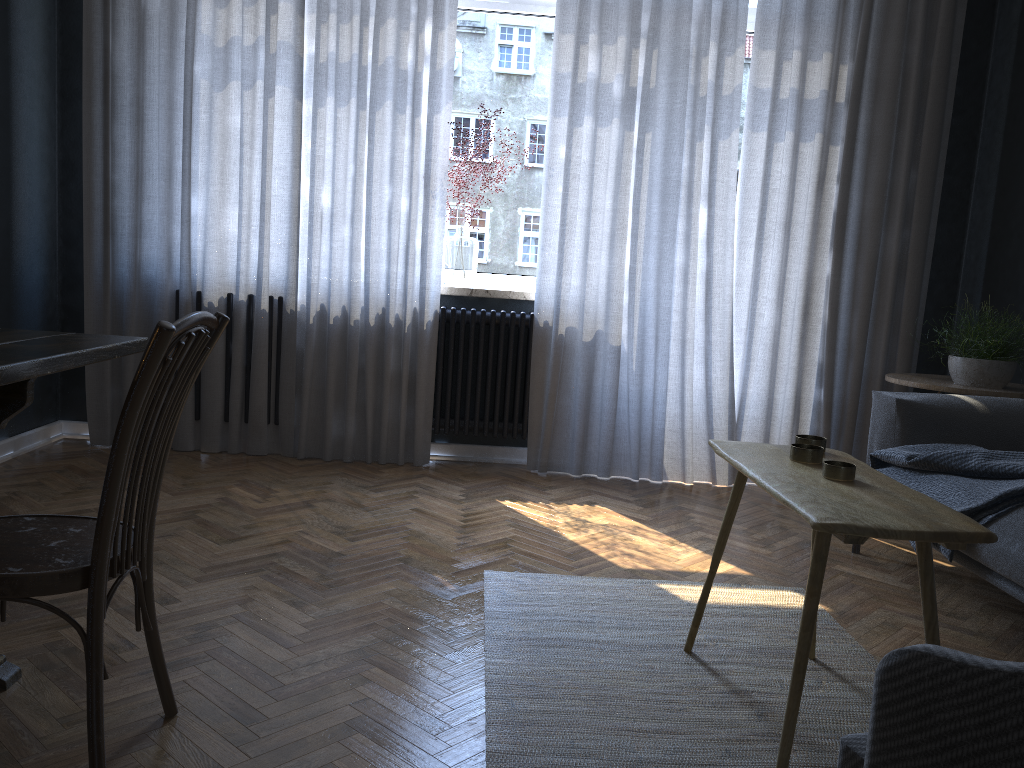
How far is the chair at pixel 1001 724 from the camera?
0.8m

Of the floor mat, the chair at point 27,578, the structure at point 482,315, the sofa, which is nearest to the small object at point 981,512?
the sofa

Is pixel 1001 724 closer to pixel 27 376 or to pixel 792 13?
pixel 27 376

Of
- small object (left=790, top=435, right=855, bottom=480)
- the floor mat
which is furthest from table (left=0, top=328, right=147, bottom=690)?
small object (left=790, top=435, right=855, bottom=480)

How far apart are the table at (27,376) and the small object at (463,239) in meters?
2.3

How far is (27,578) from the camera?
1.4 meters

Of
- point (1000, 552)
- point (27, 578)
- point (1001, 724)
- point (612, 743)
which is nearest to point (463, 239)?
point (1000, 552)

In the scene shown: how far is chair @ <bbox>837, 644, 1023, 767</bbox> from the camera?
0.8 meters

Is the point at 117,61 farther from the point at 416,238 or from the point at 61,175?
the point at 416,238

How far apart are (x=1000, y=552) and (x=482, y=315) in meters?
2.4
